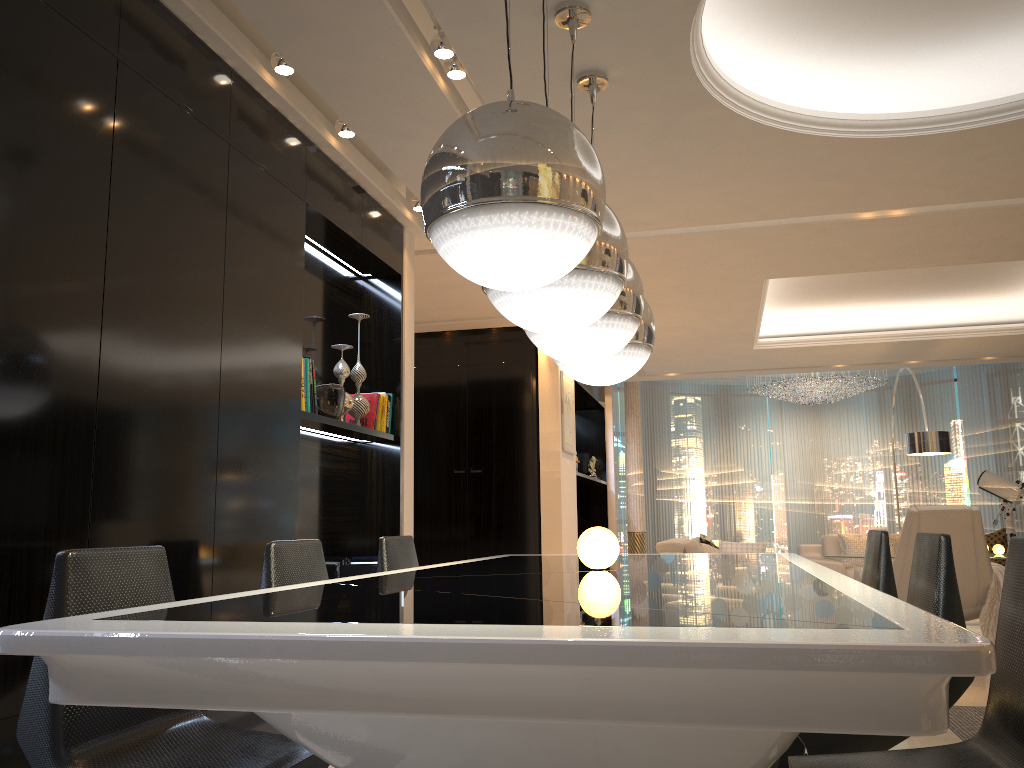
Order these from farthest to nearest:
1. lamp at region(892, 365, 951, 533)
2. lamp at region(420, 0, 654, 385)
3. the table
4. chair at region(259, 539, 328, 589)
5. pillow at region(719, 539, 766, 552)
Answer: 1. pillow at region(719, 539, 766, 552)
2. lamp at region(892, 365, 951, 533)
3. chair at region(259, 539, 328, 589)
4. lamp at region(420, 0, 654, 385)
5. the table

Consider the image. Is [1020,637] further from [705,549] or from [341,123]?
[705,549]

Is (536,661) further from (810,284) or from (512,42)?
(810,284)

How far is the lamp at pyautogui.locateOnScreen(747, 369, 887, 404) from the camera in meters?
11.6 m

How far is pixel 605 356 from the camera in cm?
281

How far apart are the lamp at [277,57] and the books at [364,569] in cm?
244

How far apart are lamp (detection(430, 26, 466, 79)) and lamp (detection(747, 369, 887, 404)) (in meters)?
9.00

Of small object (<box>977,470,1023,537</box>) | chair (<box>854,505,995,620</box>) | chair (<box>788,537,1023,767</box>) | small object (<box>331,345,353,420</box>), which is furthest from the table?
small object (<box>977,470,1023,537</box>)

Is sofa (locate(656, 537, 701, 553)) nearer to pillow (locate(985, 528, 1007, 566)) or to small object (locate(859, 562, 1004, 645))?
small object (locate(859, 562, 1004, 645))

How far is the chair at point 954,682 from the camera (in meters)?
2.08
